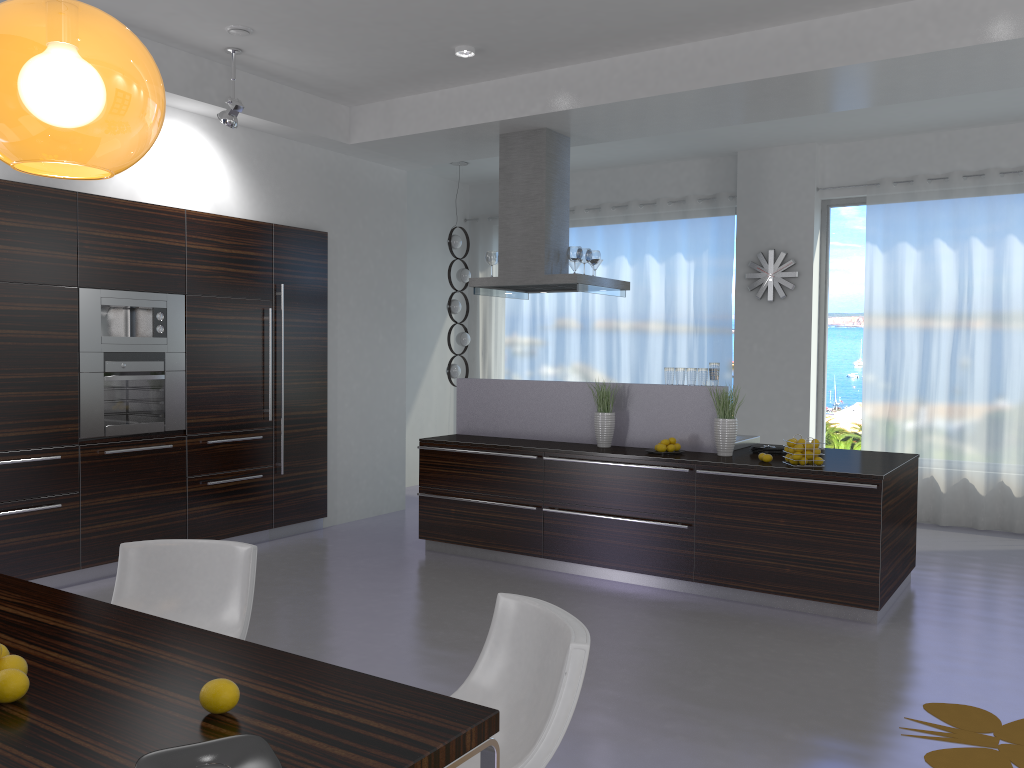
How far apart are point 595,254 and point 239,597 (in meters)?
4.47

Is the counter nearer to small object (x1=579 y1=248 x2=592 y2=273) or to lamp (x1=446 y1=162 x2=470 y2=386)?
small object (x1=579 y1=248 x2=592 y2=273)

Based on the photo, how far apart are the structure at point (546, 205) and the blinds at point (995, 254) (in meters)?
2.55

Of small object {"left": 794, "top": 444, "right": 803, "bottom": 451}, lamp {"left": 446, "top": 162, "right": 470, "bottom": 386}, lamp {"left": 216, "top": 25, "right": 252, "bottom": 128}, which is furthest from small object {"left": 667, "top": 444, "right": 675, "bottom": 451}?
lamp {"left": 446, "top": 162, "right": 470, "bottom": 386}

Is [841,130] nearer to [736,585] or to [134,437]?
[736,585]

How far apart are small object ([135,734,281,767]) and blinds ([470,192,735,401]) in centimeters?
773cm

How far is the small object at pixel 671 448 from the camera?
5.8 meters

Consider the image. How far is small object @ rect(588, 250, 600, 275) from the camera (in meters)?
6.97

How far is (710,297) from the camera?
9.0 meters

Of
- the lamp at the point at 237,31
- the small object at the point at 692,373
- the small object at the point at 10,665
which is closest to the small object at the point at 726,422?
the small object at the point at 692,373
